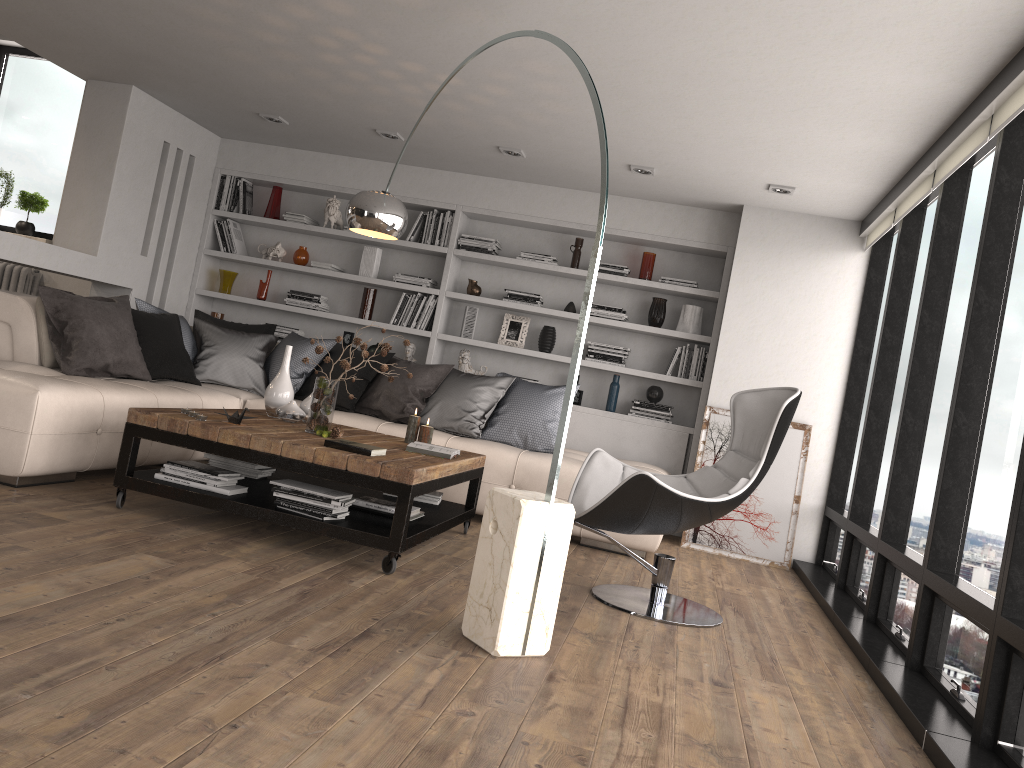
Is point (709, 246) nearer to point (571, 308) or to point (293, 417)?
point (571, 308)

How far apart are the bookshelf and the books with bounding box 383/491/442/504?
2.1m

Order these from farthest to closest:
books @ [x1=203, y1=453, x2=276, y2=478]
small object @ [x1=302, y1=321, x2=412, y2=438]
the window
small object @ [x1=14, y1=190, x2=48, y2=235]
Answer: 1. small object @ [x1=14, y1=190, x2=48, y2=235]
2. books @ [x1=203, y1=453, x2=276, y2=478]
3. small object @ [x1=302, y1=321, x2=412, y2=438]
4. the window

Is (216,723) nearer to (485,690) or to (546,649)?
(485,690)

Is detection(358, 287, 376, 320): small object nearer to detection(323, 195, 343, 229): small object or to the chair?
detection(323, 195, 343, 229): small object

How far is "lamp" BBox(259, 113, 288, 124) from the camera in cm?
632

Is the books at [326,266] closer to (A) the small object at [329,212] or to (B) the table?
(A) the small object at [329,212]

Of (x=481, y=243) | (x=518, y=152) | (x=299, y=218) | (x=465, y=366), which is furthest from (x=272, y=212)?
(x=518, y=152)

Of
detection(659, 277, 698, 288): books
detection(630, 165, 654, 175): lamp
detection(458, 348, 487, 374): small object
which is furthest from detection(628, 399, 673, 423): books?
detection(630, 165, 654, 175): lamp

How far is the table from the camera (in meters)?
3.70
